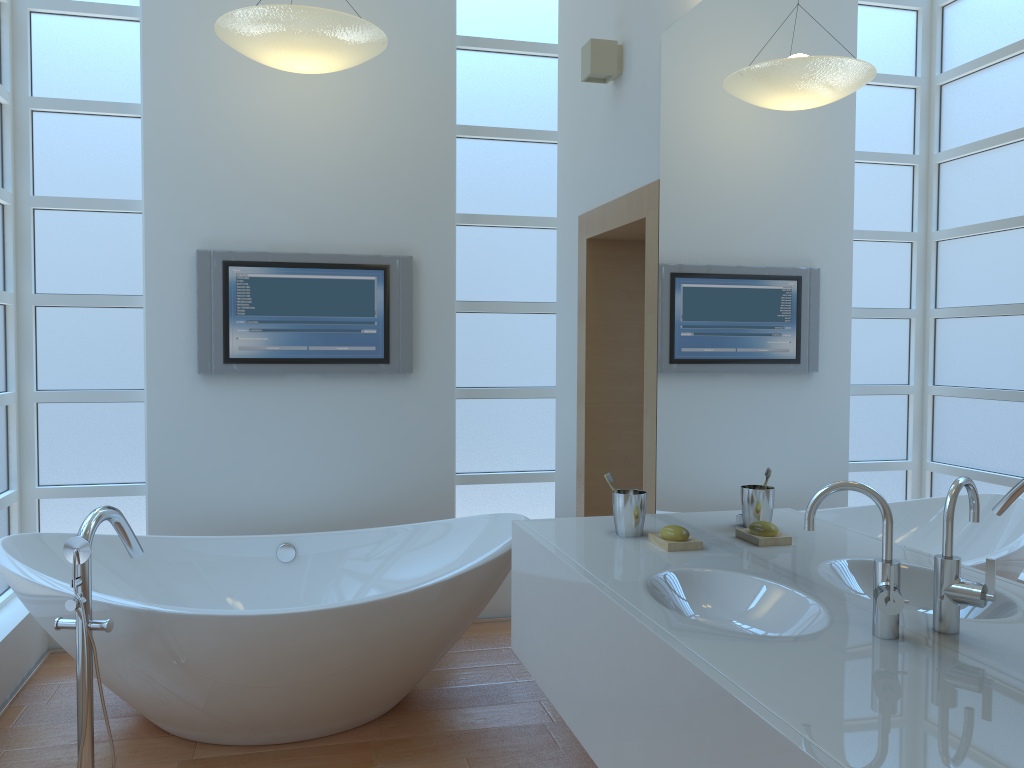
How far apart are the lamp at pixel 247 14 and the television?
0.8m

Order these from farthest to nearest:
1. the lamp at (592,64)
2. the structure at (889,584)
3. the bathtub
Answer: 1. the lamp at (592,64)
2. the bathtub
3. the structure at (889,584)

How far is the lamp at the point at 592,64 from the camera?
2.93m

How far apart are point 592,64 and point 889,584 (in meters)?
2.04

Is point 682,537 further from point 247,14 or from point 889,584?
point 247,14

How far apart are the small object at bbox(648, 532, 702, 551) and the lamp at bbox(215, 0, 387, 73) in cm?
204

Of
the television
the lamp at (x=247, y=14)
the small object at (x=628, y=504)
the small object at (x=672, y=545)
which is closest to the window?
the television

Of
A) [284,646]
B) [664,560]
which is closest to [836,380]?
[664,560]

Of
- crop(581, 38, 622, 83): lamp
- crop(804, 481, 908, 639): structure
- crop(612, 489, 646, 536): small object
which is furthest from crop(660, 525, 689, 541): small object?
crop(581, 38, 622, 83): lamp

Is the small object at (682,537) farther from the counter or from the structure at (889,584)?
the structure at (889,584)
